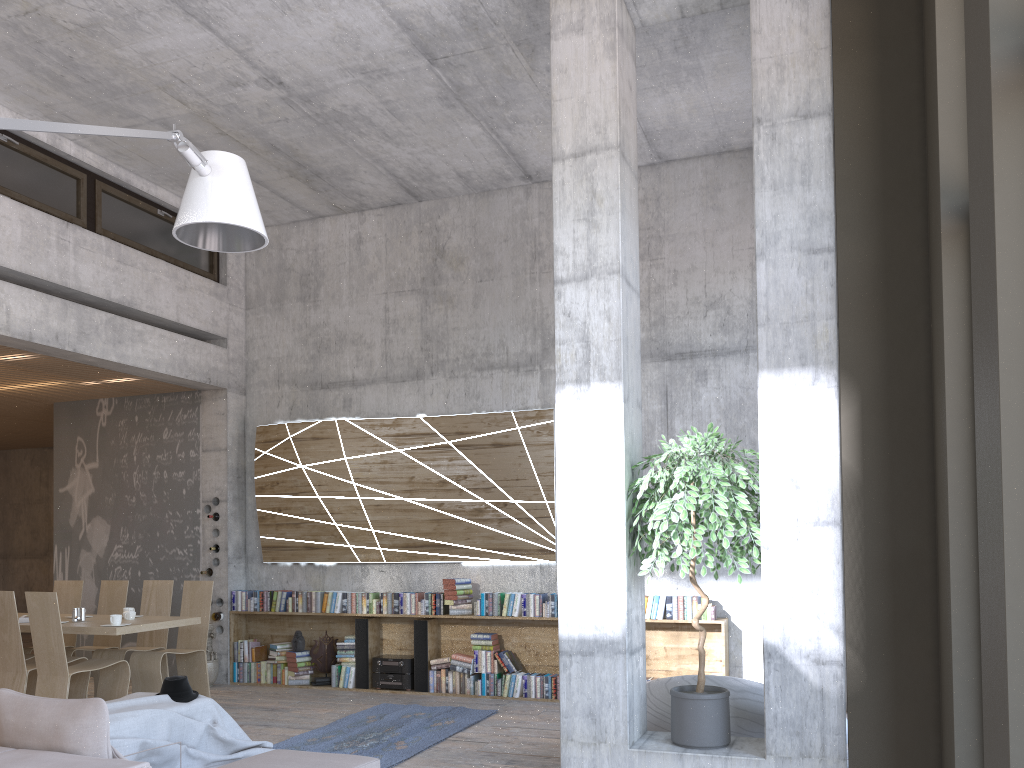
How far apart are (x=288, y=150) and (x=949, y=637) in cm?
691

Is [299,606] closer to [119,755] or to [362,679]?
[362,679]

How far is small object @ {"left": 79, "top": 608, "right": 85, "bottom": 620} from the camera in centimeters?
752cm

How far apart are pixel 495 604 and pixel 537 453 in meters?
1.5

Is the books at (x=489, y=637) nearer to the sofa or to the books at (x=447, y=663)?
the books at (x=447, y=663)

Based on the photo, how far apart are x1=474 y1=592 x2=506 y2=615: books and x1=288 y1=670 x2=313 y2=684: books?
2.1 meters

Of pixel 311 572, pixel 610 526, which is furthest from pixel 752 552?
pixel 311 572

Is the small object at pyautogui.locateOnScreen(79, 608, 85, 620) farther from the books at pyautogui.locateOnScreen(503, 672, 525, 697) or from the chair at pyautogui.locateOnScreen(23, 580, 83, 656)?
the books at pyautogui.locateOnScreen(503, 672, 525, 697)

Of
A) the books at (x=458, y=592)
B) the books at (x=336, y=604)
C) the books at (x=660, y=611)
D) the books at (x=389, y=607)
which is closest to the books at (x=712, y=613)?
the books at (x=660, y=611)

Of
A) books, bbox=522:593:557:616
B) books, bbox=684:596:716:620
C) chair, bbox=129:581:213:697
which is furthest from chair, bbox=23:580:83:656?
books, bbox=684:596:716:620
